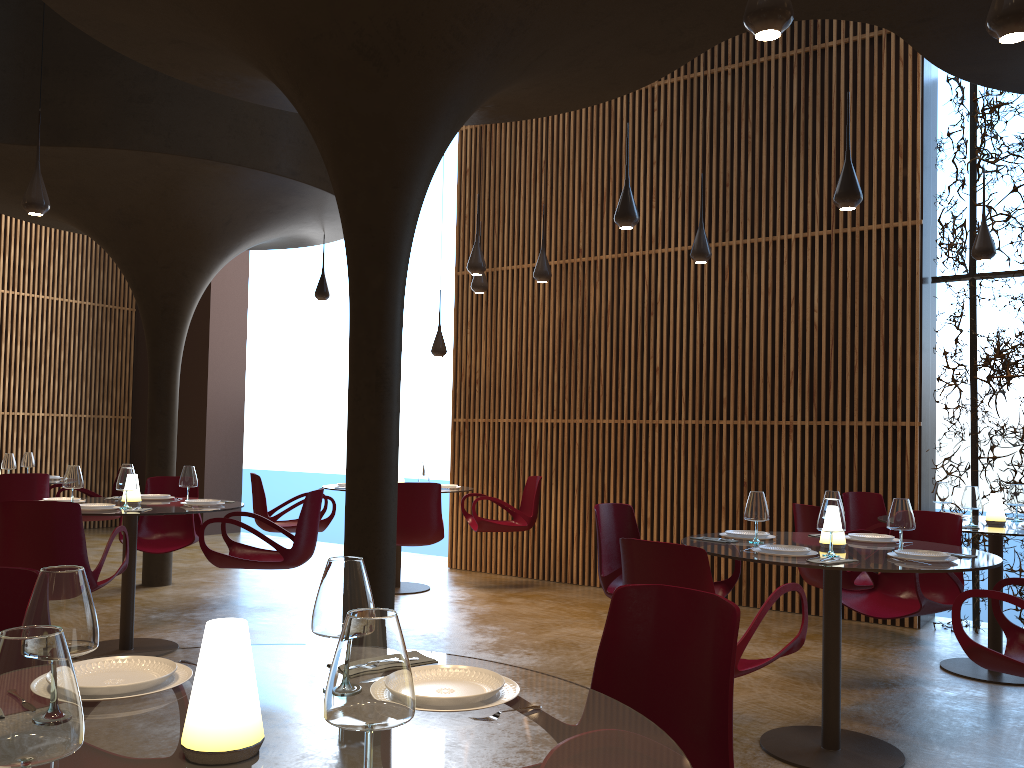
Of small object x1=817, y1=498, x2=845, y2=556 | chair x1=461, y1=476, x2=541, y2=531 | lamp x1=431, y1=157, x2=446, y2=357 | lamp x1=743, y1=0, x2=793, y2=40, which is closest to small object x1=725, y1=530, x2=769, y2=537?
small object x1=817, y1=498, x2=845, y2=556

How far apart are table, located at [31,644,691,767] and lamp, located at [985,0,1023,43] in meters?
3.1 m

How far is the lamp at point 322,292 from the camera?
10.7 meters

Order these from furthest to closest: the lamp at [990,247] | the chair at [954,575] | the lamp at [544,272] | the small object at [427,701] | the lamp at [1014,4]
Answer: the lamp at [544,272], the lamp at [990,247], the chair at [954,575], the lamp at [1014,4], the small object at [427,701]

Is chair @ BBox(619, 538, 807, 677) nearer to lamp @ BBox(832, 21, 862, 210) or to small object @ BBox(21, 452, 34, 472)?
lamp @ BBox(832, 21, 862, 210)

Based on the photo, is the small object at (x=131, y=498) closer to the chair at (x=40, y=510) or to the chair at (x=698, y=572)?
the chair at (x=40, y=510)

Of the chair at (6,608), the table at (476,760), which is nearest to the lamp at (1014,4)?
the table at (476,760)

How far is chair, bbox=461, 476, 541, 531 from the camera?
9.74m

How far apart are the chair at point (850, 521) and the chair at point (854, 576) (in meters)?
0.97

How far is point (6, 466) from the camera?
9.3m
